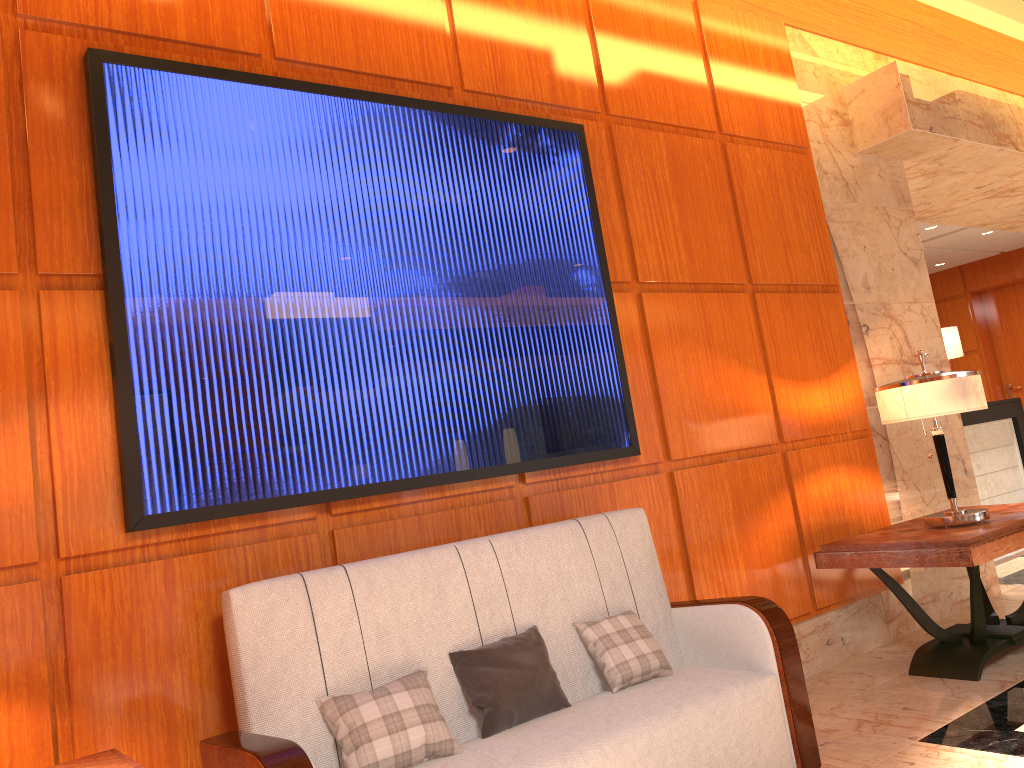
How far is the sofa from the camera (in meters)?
2.41

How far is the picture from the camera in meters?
2.6

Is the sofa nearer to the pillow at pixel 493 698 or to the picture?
the pillow at pixel 493 698

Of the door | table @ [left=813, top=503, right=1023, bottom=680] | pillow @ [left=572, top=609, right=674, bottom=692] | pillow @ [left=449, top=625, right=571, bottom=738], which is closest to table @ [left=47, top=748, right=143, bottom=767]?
pillow @ [left=449, top=625, right=571, bottom=738]

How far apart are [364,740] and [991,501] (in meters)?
8.08

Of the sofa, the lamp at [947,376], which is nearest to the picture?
the sofa

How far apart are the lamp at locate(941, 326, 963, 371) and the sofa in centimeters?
704cm

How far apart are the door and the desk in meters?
3.1

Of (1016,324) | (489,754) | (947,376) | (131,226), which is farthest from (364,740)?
(1016,324)

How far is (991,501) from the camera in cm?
863
